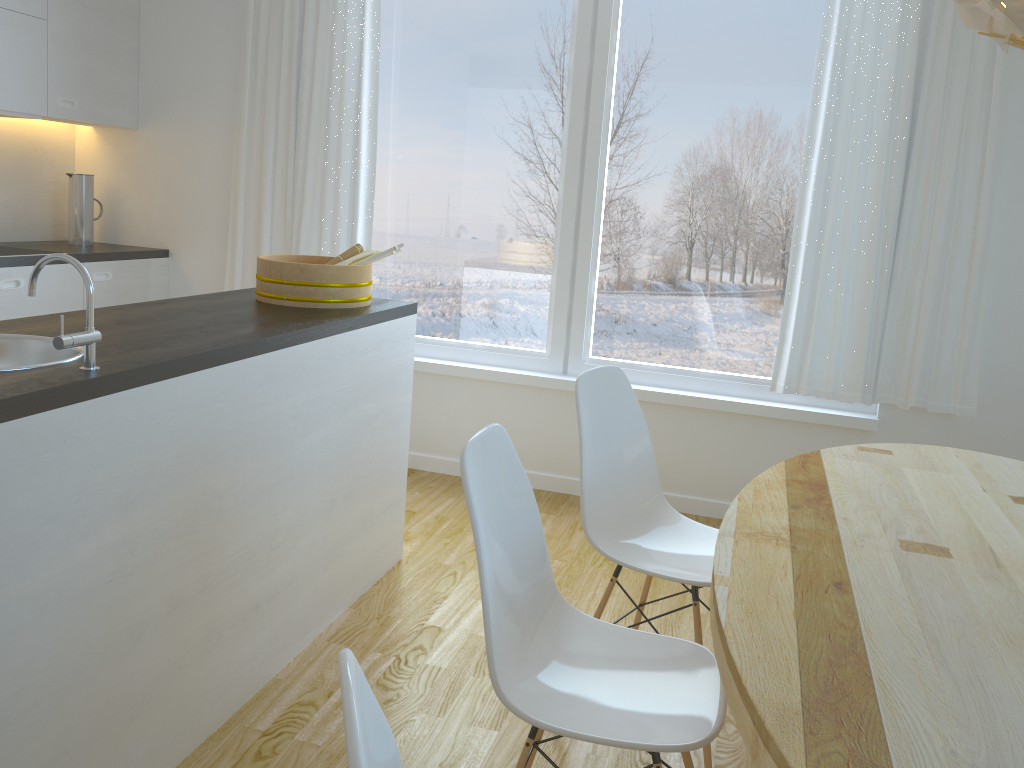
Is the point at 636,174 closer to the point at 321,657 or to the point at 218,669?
the point at 321,657

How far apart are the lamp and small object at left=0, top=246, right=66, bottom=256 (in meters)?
3.62

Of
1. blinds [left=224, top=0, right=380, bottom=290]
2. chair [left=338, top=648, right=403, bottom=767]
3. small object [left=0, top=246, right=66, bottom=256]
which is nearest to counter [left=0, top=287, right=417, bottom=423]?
chair [left=338, top=648, right=403, bottom=767]

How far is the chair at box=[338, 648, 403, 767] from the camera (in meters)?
0.71

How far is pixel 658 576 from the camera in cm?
215

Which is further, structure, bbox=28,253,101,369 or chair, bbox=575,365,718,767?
chair, bbox=575,365,718,767

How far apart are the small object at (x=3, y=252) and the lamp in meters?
3.6

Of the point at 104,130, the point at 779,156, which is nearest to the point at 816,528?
the point at 779,156

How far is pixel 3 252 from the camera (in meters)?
3.73

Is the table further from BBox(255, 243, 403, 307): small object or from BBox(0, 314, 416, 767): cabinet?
BBox(255, 243, 403, 307): small object
